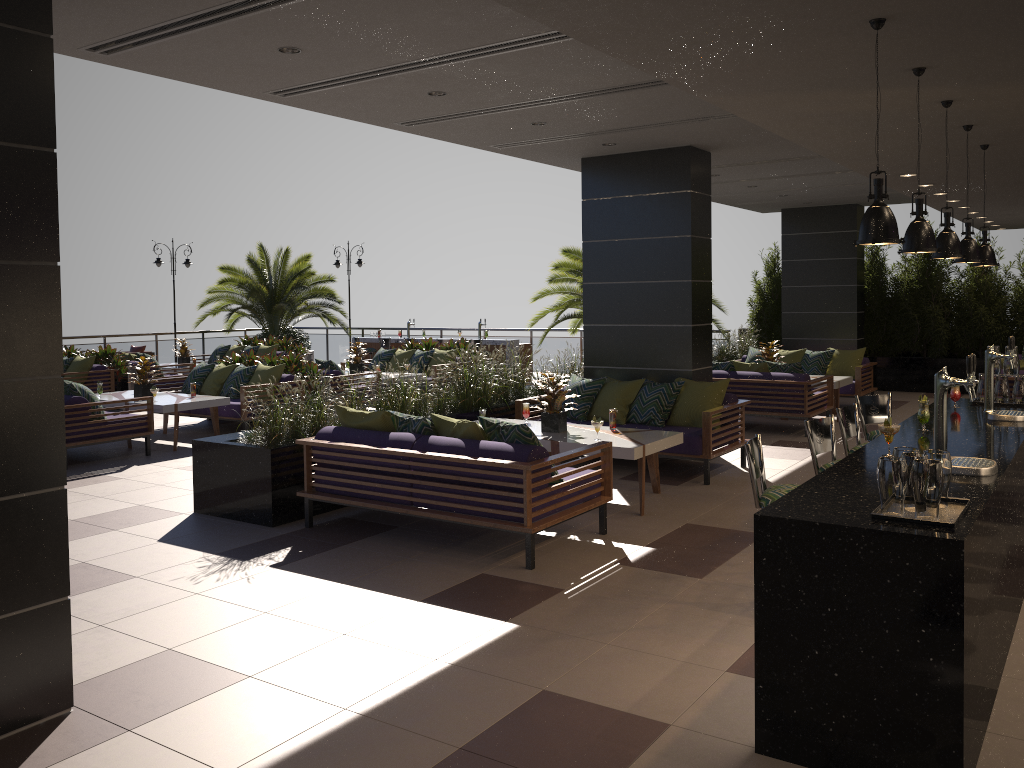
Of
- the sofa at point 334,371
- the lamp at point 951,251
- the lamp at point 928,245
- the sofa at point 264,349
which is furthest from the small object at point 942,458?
the sofa at point 264,349

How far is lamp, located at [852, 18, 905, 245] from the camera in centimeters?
333cm

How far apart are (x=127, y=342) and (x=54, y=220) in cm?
1820

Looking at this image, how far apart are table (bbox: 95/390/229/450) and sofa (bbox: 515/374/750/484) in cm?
403

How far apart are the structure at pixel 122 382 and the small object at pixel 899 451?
13.7 meters

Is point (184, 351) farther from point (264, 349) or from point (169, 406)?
point (169, 406)

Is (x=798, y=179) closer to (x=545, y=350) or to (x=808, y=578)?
(x=545, y=350)

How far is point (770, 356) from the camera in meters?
12.6 m

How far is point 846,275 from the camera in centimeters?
1525cm

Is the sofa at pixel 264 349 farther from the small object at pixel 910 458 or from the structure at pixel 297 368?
the small object at pixel 910 458
